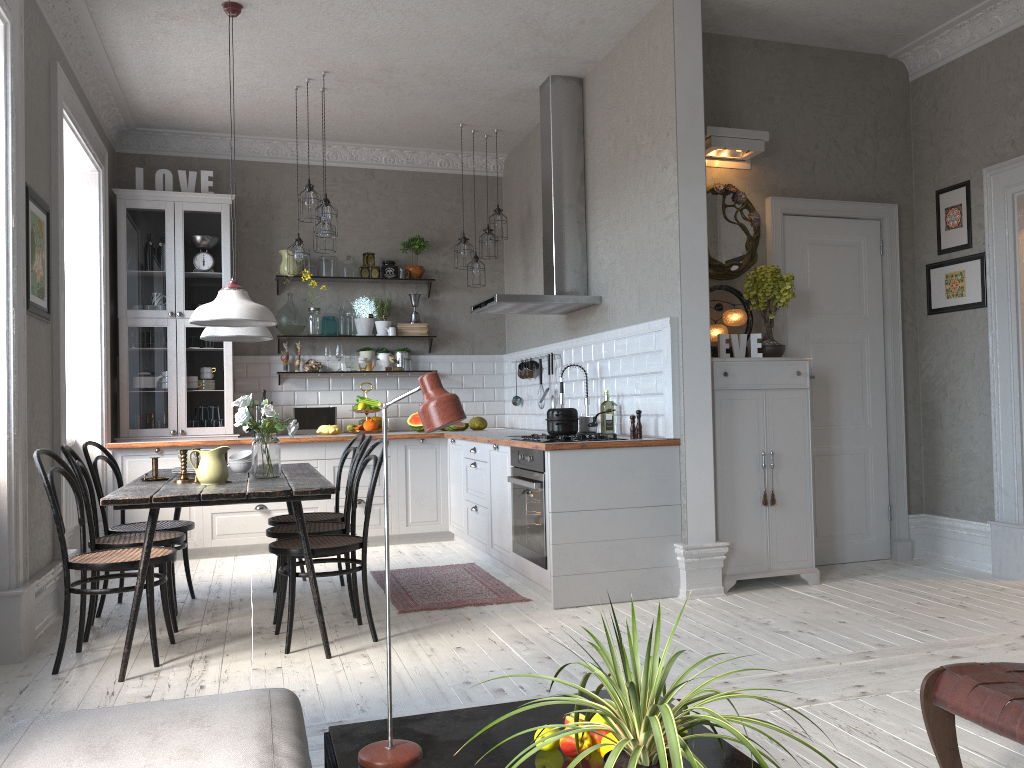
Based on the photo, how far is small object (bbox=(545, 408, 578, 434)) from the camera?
4.8m

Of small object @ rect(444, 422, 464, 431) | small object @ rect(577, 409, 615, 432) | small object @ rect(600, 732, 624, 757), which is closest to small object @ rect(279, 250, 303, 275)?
small object @ rect(444, 422, 464, 431)

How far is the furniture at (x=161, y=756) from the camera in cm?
151

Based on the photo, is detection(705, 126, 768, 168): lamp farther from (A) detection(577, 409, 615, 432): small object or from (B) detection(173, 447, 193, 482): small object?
(B) detection(173, 447, 193, 482): small object

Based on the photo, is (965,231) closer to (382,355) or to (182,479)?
(382,355)

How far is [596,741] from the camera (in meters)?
1.90

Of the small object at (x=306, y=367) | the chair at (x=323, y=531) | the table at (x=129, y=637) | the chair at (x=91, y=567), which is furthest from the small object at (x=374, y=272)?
the chair at (x=91, y=567)

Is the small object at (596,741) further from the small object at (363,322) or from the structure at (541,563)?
the small object at (363,322)

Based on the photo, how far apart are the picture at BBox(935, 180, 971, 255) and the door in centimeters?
35cm

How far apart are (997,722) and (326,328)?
6.23m
